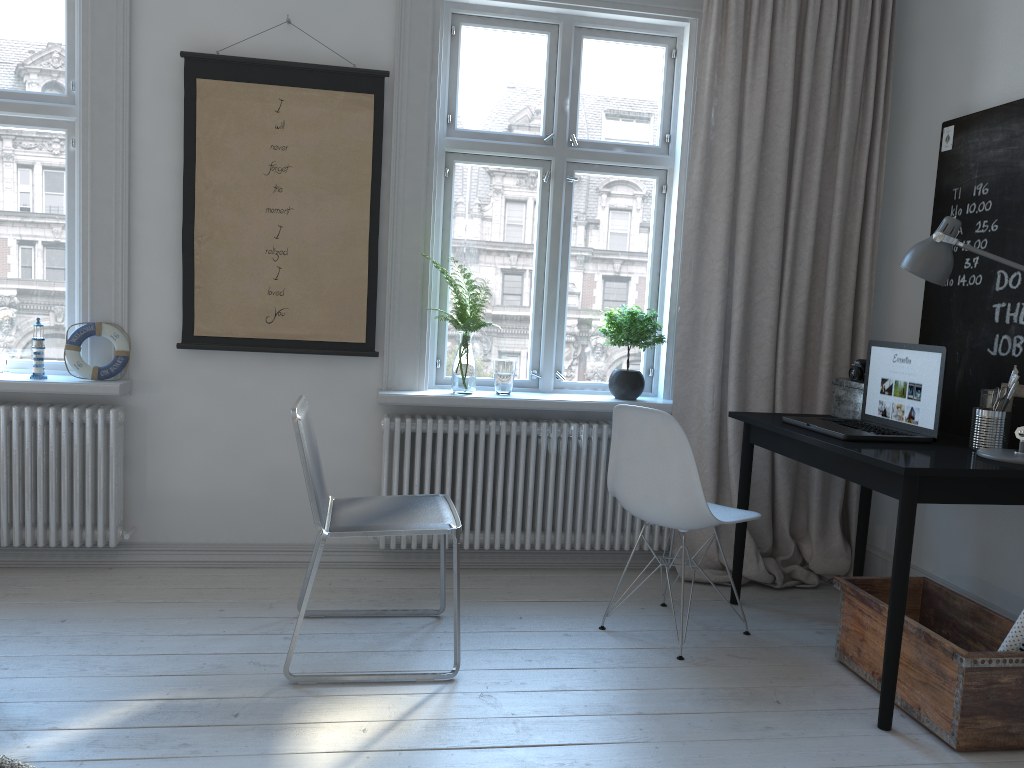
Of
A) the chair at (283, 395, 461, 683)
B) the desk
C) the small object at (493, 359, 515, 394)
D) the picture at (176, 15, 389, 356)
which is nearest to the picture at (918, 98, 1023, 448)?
the desk

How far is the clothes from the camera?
1.5 meters

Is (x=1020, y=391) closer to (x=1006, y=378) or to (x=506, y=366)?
(x=1006, y=378)

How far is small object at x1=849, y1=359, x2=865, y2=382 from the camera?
3.3m

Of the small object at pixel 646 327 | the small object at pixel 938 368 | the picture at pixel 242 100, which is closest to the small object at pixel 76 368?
the picture at pixel 242 100

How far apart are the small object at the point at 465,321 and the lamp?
1.56m

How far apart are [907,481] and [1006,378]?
0.9 meters

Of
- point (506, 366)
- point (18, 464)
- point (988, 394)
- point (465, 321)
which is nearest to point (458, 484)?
point (506, 366)

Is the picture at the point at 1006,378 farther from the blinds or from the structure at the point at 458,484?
the structure at the point at 458,484

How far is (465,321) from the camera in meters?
3.6 m
